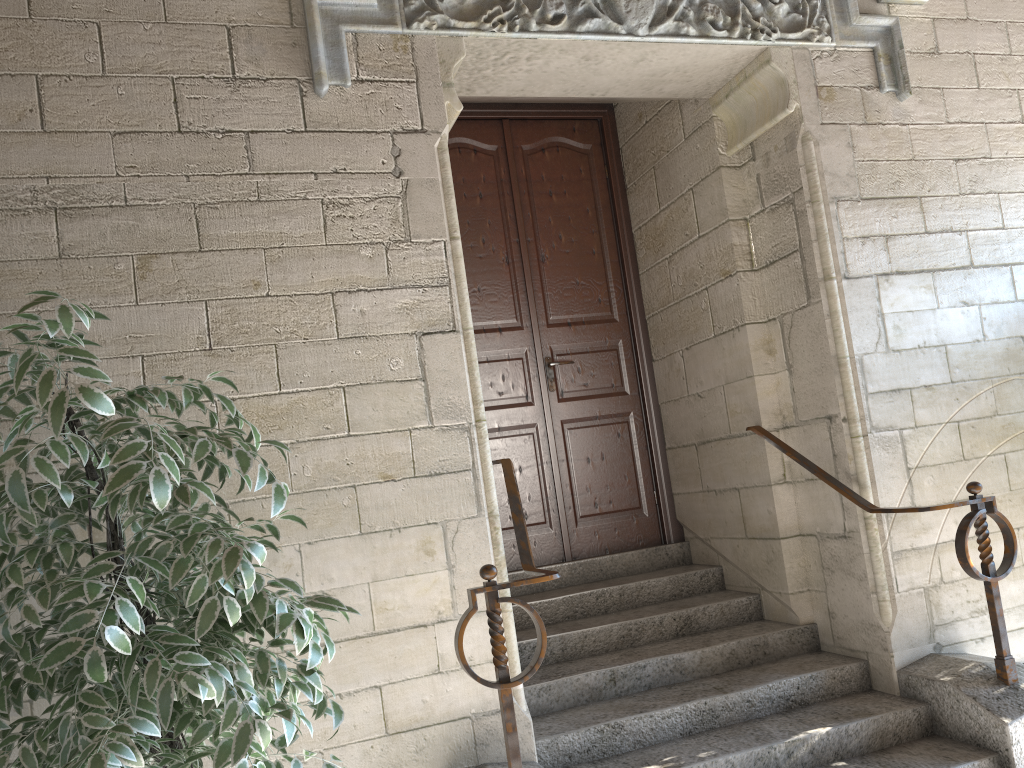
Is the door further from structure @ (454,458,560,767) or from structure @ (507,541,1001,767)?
structure @ (454,458,560,767)

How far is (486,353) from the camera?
3.9m

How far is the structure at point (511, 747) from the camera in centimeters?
215cm

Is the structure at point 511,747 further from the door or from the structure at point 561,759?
the door

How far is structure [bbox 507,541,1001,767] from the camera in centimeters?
263cm

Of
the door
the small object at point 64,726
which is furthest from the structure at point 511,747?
the door

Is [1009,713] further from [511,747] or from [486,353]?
[486,353]

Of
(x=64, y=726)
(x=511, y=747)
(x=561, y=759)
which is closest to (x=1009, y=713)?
(x=561, y=759)

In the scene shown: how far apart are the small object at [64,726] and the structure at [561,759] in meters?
1.0 m

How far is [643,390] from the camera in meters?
4.1 m
